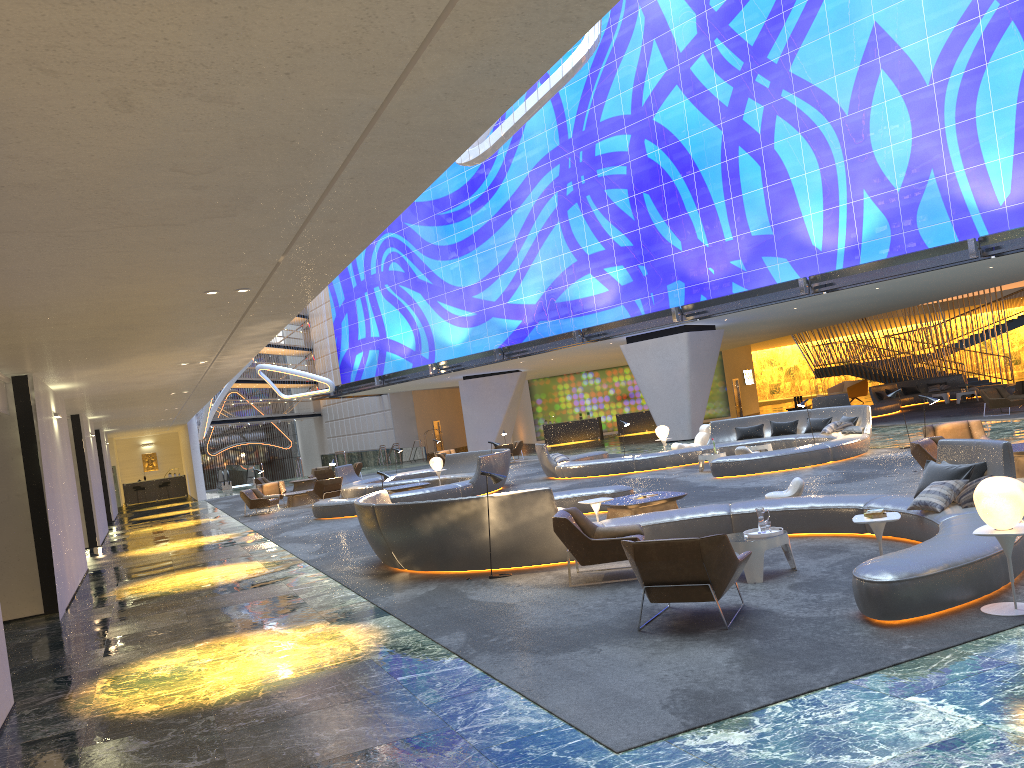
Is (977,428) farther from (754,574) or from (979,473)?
(754,574)

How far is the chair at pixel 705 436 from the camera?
24.03m

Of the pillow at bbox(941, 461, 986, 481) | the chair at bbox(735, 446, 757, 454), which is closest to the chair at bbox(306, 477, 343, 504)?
the chair at bbox(735, 446, 757, 454)

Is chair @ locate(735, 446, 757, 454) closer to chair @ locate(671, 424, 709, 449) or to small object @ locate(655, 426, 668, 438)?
chair @ locate(671, 424, 709, 449)

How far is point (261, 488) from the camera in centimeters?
2870cm

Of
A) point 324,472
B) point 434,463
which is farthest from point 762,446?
point 324,472

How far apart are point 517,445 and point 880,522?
28.33m

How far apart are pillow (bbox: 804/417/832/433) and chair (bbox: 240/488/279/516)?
15.1m

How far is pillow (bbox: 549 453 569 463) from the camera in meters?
23.7 m

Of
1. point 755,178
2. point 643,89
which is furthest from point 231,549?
point 643,89
